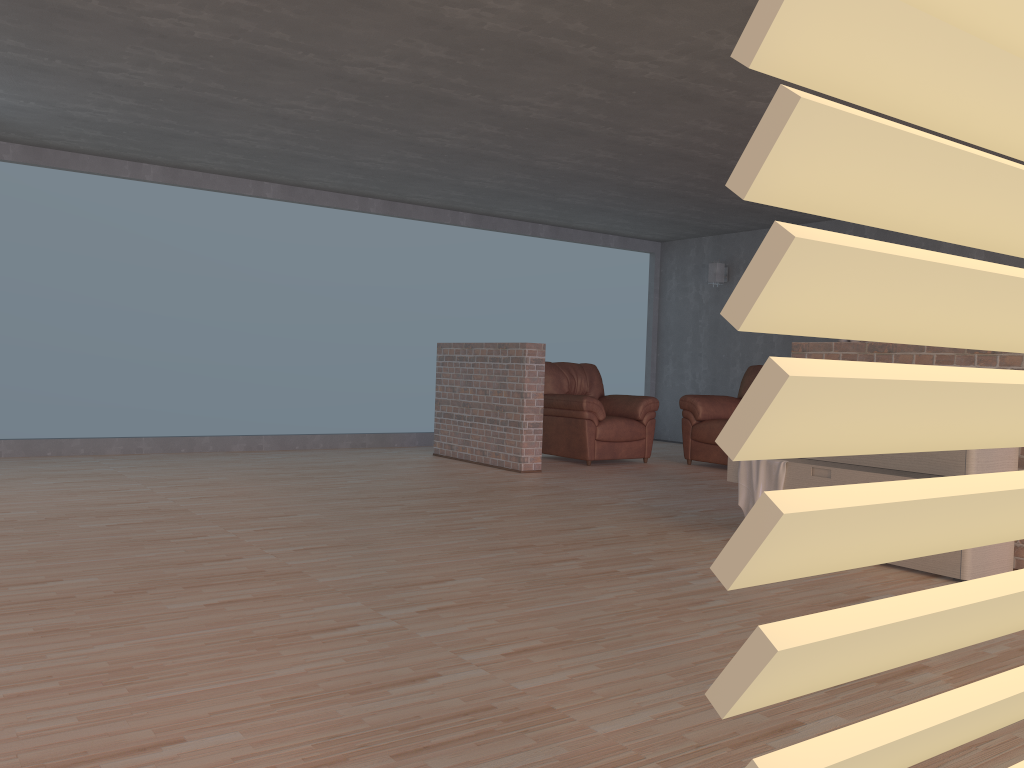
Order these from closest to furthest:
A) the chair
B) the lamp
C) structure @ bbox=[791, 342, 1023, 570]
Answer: structure @ bbox=[791, 342, 1023, 570] → the chair → the lamp

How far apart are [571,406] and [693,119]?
3.0m

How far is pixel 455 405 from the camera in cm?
802

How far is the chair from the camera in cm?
788

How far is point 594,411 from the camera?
7.88m

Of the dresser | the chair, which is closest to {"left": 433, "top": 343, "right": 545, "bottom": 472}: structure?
the chair

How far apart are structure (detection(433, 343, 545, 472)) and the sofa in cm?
172

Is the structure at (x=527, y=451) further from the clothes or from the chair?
the clothes

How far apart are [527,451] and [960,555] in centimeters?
385cm

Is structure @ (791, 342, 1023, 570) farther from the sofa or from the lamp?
the lamp
